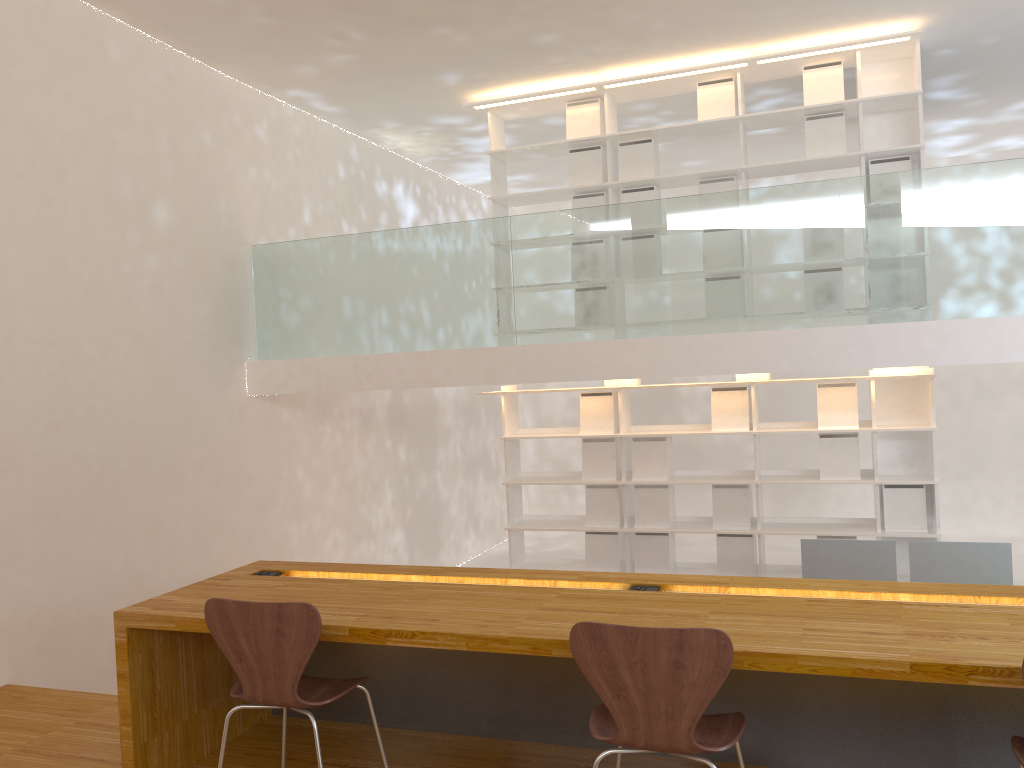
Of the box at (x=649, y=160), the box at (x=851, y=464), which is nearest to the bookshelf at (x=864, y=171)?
the box at (x=649, y=160)

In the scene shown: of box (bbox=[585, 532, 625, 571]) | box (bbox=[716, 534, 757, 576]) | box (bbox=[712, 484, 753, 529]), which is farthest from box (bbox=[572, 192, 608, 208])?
box (bbox=[716, 534, 757, 576])

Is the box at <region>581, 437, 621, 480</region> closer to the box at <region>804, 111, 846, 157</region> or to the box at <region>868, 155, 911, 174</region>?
the box at <region>804, 111, 846, 157</region>

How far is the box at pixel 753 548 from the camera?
5.9 meters

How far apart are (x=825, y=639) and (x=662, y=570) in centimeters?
399cm

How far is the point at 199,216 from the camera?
5.40m

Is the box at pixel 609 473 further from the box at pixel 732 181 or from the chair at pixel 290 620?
the chair at pixel 290 620

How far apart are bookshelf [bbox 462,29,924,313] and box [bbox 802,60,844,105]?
0.04m

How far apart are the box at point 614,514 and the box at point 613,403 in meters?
0.4 m

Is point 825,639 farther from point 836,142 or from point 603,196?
point 603,196
